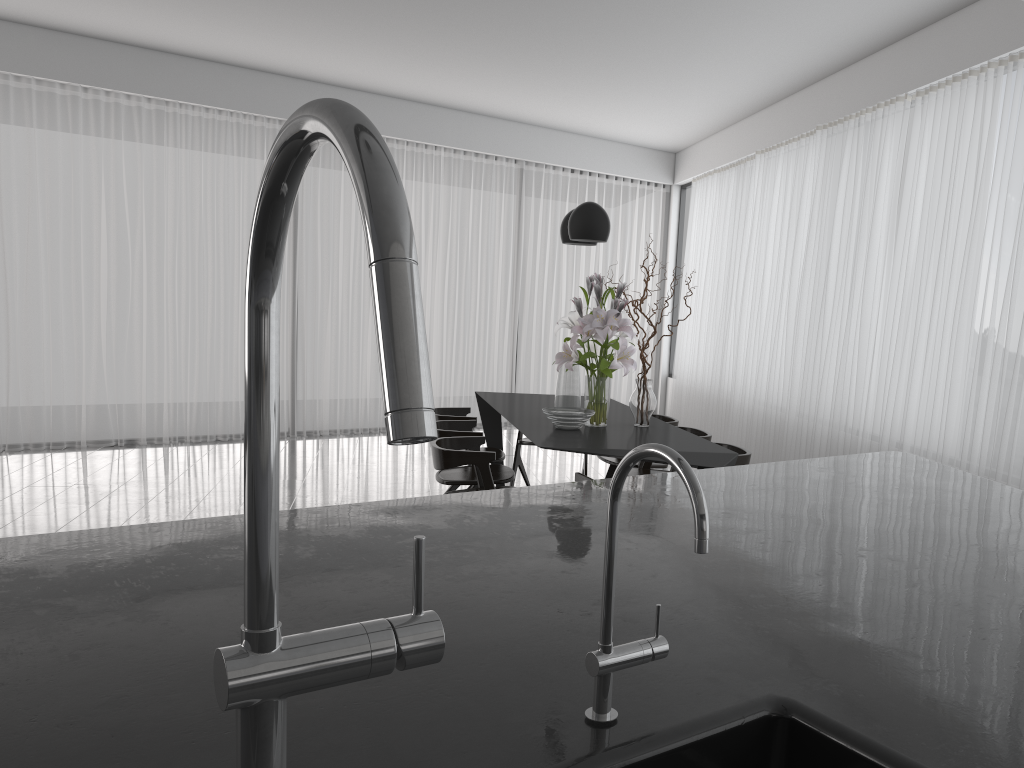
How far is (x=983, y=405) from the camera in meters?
4.5 m

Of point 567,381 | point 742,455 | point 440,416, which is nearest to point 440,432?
point 440,416

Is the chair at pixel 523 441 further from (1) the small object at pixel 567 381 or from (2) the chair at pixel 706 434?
(1) the small object at pixel 567 381

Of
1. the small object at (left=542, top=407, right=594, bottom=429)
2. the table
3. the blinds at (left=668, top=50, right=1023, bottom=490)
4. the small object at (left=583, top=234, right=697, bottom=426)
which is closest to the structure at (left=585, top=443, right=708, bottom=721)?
the table

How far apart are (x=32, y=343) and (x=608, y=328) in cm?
524

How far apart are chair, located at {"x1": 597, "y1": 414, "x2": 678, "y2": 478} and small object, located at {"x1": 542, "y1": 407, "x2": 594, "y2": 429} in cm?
93

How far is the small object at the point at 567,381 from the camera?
4.7 meters

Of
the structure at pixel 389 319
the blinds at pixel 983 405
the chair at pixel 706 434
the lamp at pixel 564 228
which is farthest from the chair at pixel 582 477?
the structure at pixel 389 319

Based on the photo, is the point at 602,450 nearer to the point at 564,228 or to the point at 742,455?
the point at 742,455

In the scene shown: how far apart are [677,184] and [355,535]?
9.39m
